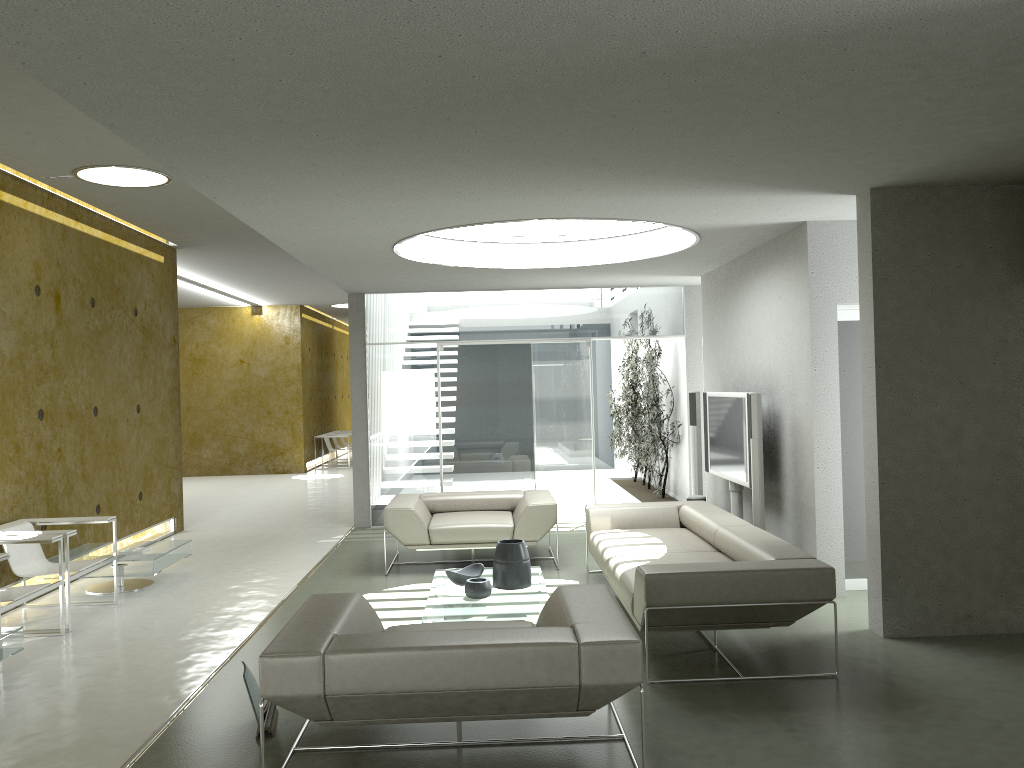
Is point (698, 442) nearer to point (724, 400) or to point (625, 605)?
point (724, 400)

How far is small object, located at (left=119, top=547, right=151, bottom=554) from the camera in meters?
7.1 m

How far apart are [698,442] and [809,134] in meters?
5.1 m

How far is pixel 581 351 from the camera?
10.27m

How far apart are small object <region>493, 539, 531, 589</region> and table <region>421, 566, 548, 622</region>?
0.04m

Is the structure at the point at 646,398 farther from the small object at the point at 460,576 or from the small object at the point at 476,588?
the small object at the point at 476,588

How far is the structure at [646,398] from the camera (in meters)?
10.87

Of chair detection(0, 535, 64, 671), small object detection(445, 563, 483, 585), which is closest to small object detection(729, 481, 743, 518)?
small object detection(445, 563, 483, 585)

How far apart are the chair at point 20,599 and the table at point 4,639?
0.3 meters

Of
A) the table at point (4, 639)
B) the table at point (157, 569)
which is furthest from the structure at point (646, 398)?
the table at point (4, 639)
